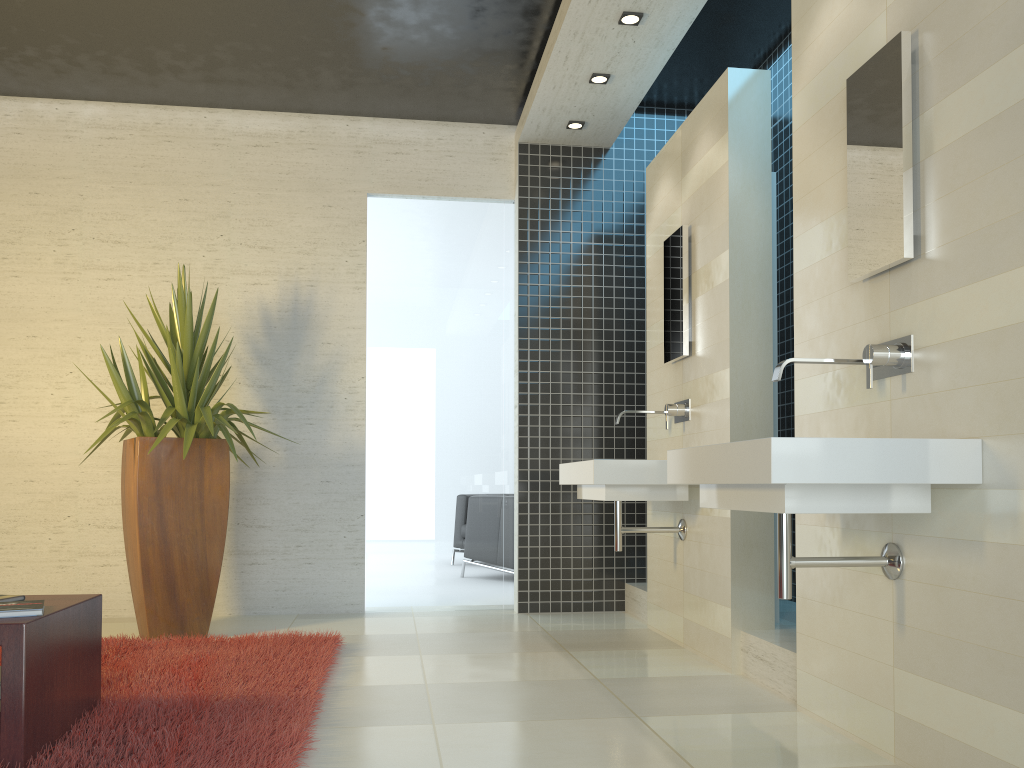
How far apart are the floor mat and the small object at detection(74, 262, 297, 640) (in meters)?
0.16

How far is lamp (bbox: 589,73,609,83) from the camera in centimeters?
509cm

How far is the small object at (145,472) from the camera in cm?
457

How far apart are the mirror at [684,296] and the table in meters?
2.9

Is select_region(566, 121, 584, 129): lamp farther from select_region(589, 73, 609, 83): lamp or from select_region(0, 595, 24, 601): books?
select_region(0, 595, 24, 601): books

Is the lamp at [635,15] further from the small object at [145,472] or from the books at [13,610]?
the books at [13,610]

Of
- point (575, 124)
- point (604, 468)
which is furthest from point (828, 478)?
point (575, 124)

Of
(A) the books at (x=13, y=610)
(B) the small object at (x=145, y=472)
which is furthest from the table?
(B) the small object at (x=145, y=472)

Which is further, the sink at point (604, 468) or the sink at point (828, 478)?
the sink at point (604, 468)

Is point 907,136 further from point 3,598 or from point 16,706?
point 3,598
